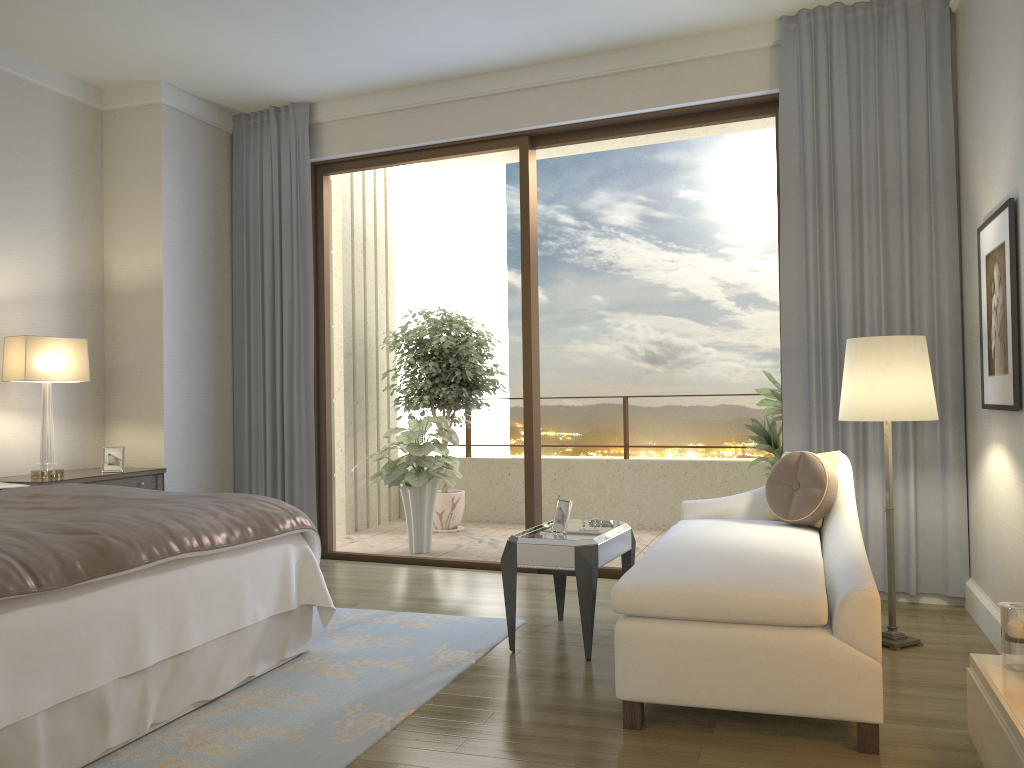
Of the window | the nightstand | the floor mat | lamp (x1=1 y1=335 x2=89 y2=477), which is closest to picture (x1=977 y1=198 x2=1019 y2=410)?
the window

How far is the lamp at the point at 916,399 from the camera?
3.61m

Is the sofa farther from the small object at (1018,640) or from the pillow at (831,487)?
the small object at (1018,640)

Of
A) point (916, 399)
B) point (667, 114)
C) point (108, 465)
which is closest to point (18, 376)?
point (108, 465)

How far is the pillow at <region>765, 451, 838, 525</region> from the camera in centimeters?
382cm

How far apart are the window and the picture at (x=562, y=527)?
1.5 meters

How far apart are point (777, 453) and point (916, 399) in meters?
1.9 m

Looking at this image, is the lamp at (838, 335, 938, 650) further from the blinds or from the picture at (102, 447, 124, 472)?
the picture at (102, 447, 124, 472)

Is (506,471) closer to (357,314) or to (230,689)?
(357,314)

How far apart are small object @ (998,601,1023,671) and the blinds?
1.9m
